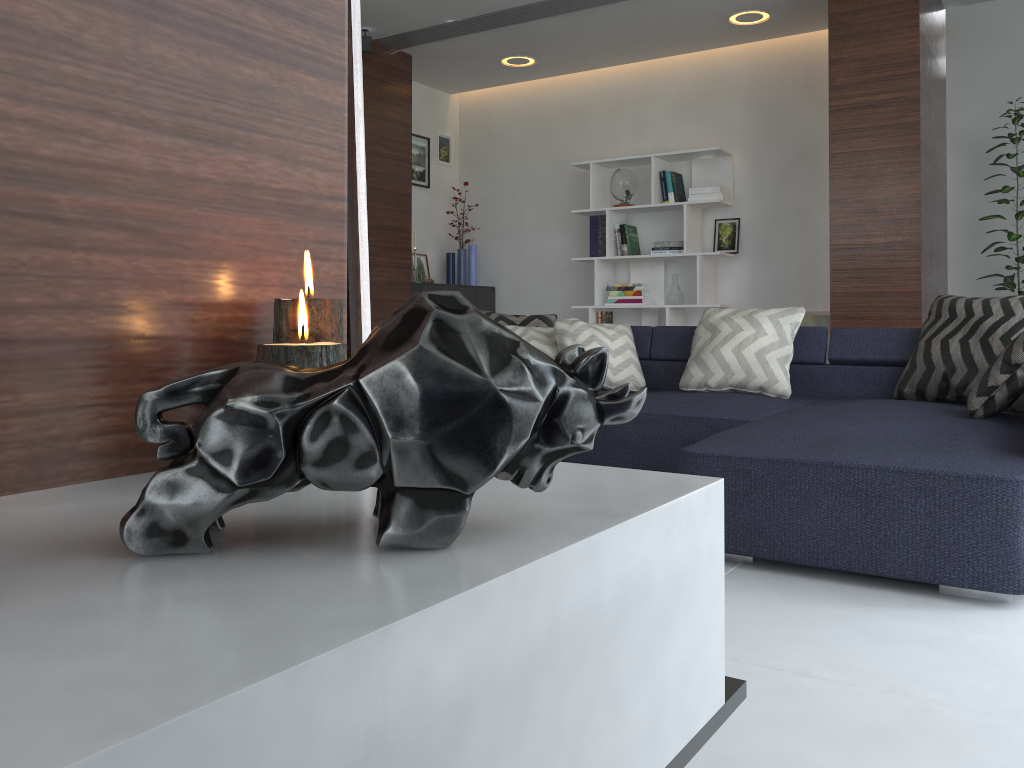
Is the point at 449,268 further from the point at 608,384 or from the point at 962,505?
the point at 962,505

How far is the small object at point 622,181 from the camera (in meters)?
6.30

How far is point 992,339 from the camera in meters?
3.2

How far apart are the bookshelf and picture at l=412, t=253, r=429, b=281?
1.4 meters

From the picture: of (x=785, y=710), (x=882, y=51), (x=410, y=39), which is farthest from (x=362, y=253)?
(x=410, y=39)

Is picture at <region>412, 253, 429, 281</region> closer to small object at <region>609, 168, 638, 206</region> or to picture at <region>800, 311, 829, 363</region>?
small object at <region>609, 168, 638, 206</region>

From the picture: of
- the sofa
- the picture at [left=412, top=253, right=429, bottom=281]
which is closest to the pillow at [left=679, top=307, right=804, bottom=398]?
the sofa

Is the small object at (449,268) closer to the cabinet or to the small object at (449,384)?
the cabinet

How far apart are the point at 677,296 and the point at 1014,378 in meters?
3.6

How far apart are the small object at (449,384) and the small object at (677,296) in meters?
5.7 m
